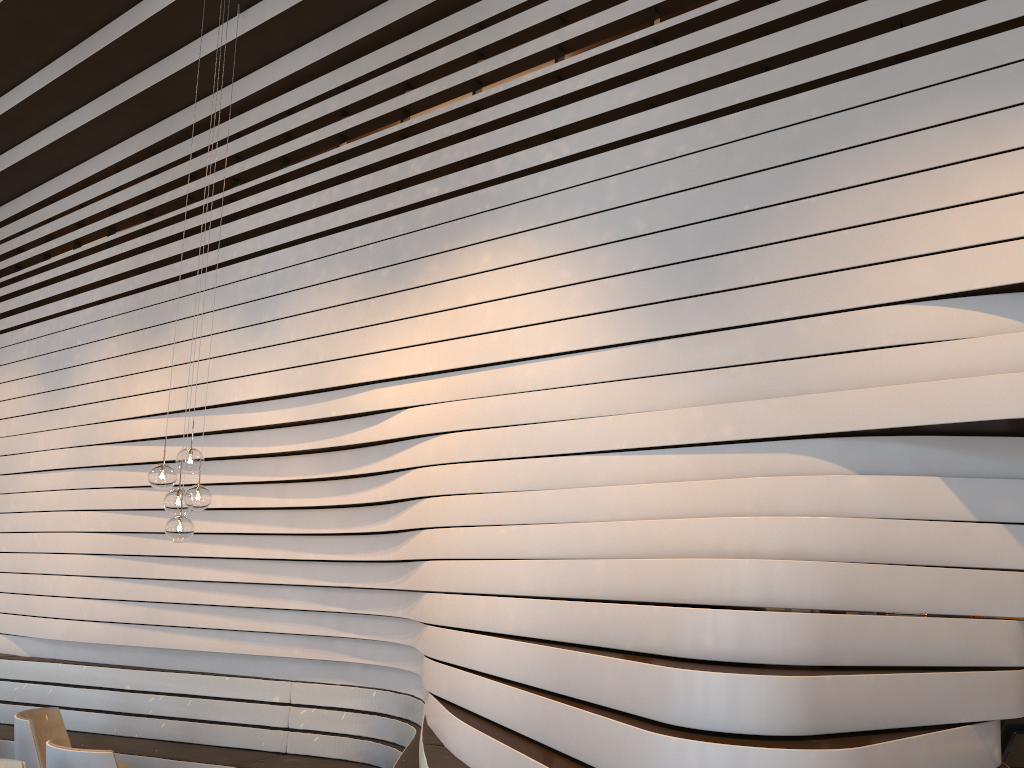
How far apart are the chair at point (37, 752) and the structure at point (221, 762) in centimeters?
59cm

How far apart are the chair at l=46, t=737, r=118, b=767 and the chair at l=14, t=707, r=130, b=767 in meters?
0.7

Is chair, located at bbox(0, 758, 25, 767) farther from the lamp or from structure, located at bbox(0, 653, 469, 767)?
structure, located at bbox(0, 653, 469, 767)

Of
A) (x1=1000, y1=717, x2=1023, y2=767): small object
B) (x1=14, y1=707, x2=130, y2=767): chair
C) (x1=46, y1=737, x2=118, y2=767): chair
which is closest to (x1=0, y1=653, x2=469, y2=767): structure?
(x1=14, y1=707, x2=130, y2=767): chair

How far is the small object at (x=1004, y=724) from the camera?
3.9m

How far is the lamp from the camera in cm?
520

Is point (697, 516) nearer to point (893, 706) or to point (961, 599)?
point (961, 599)

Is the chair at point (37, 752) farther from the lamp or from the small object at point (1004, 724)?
the small object at point (1004, 724)

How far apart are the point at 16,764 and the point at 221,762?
2.12m

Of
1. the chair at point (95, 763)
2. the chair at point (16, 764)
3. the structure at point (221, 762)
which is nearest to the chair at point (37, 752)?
the structure at point (221, 762)
